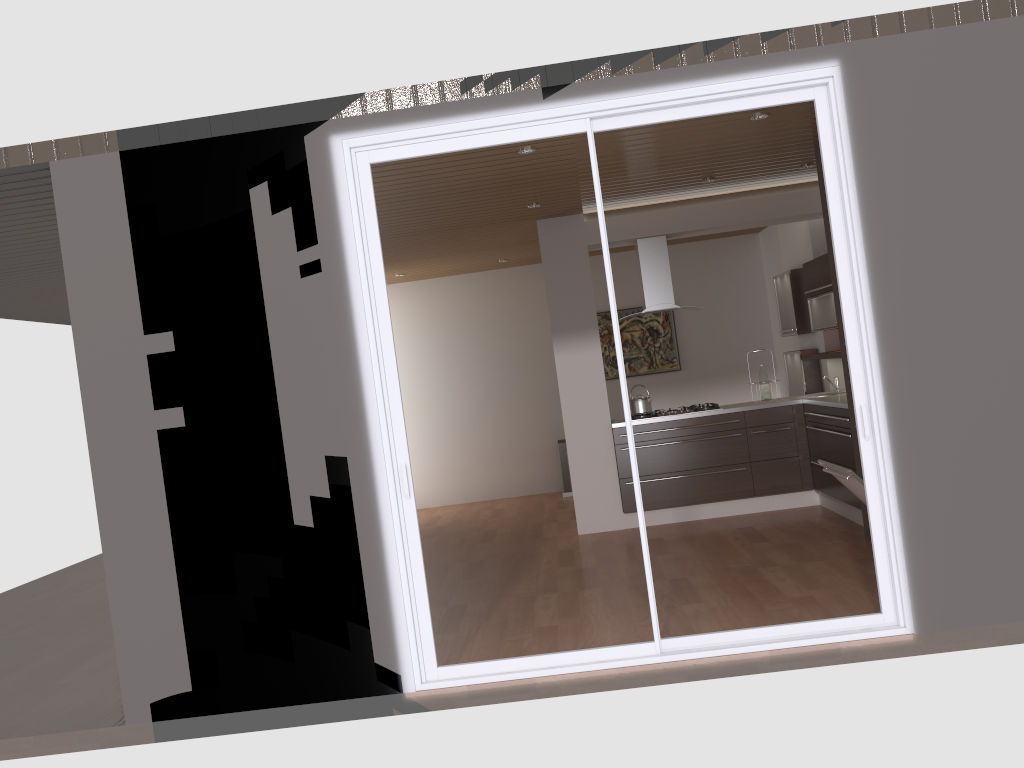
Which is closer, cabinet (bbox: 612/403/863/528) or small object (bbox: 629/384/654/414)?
cabinet (bbox: 612/403/863/528)

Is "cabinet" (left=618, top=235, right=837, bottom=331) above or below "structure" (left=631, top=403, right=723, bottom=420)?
above

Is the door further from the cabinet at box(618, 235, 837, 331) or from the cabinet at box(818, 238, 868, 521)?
the cabinet at box(618, 235, 837, 331)

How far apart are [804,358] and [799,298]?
0.55m

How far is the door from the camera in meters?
4.0 m

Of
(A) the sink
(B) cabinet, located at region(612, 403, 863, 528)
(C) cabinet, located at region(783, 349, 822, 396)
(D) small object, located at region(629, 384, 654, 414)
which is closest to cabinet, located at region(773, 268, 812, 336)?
(C) cabinet, located at region(783, 349, 822, 396)

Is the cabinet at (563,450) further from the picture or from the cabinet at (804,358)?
the cabinet at (804,358)

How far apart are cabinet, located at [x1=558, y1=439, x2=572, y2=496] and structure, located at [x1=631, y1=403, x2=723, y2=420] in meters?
2.4

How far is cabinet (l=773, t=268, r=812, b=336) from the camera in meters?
8.1

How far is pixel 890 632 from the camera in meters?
4.0 m
